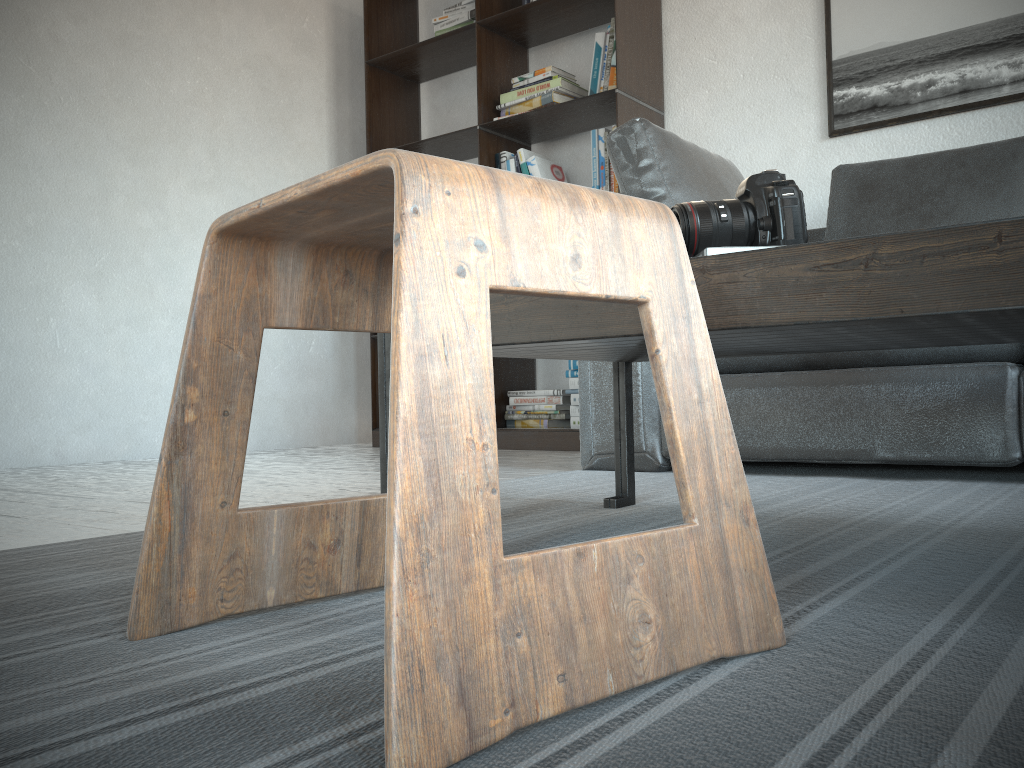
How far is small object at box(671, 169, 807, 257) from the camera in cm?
114

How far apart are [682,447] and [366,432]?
3.8m

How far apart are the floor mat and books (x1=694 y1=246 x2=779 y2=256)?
0.4m

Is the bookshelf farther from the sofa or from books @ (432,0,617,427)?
the sofa

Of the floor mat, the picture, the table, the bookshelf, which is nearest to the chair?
the floor mat

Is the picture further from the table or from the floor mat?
the table

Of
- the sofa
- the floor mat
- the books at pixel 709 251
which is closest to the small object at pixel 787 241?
the books at pixel 709 251

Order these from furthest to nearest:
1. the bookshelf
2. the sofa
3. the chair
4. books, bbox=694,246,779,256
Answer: the bookshelf → the sofa → books, bbox=694,246,779,256 → the chair

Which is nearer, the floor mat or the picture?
the floor mat

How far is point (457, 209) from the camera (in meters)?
0.53
